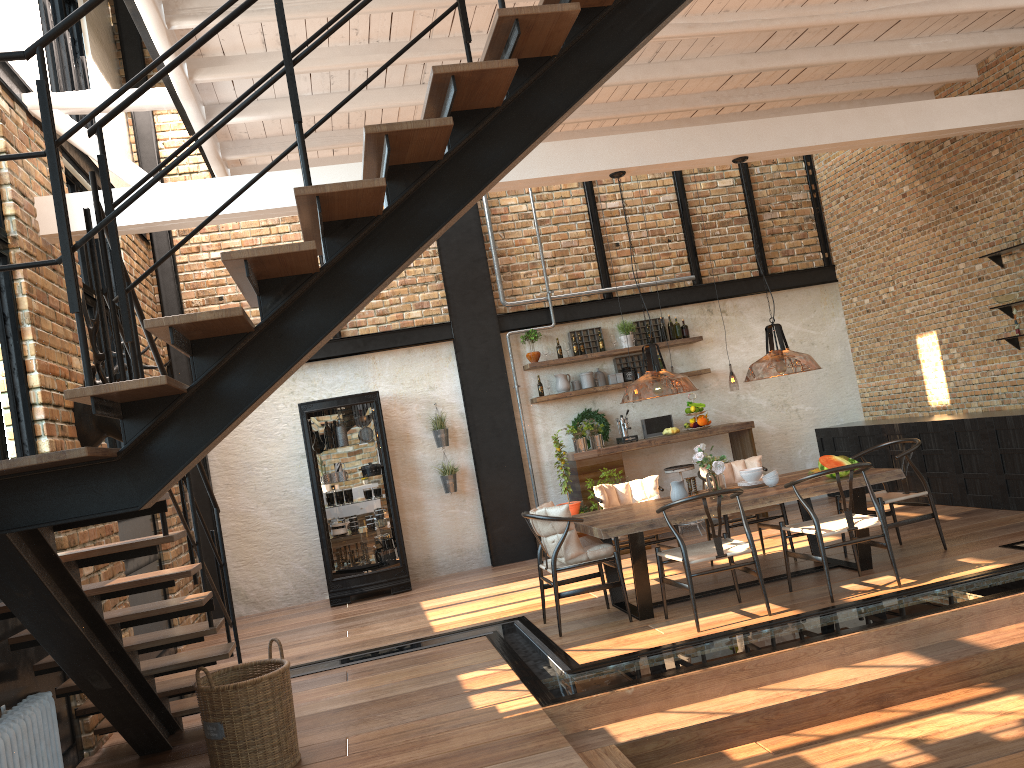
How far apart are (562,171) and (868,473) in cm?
314

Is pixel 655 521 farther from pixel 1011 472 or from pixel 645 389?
pixel 1011 472

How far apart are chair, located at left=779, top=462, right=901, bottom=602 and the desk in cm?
354

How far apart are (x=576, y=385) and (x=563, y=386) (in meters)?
0.20

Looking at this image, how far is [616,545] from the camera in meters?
7.1 m

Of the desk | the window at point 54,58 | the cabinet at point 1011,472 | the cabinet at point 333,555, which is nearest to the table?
the cabinet at point 1011,472

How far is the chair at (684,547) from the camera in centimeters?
569cm

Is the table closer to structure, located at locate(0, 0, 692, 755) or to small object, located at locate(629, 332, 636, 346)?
structure, located at locate(0, 0, 692, 755)

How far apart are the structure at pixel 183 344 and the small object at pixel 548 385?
5.3m

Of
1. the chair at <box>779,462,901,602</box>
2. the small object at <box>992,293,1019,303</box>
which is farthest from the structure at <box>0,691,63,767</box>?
the small object at <box>992,293,1019,303</box>
